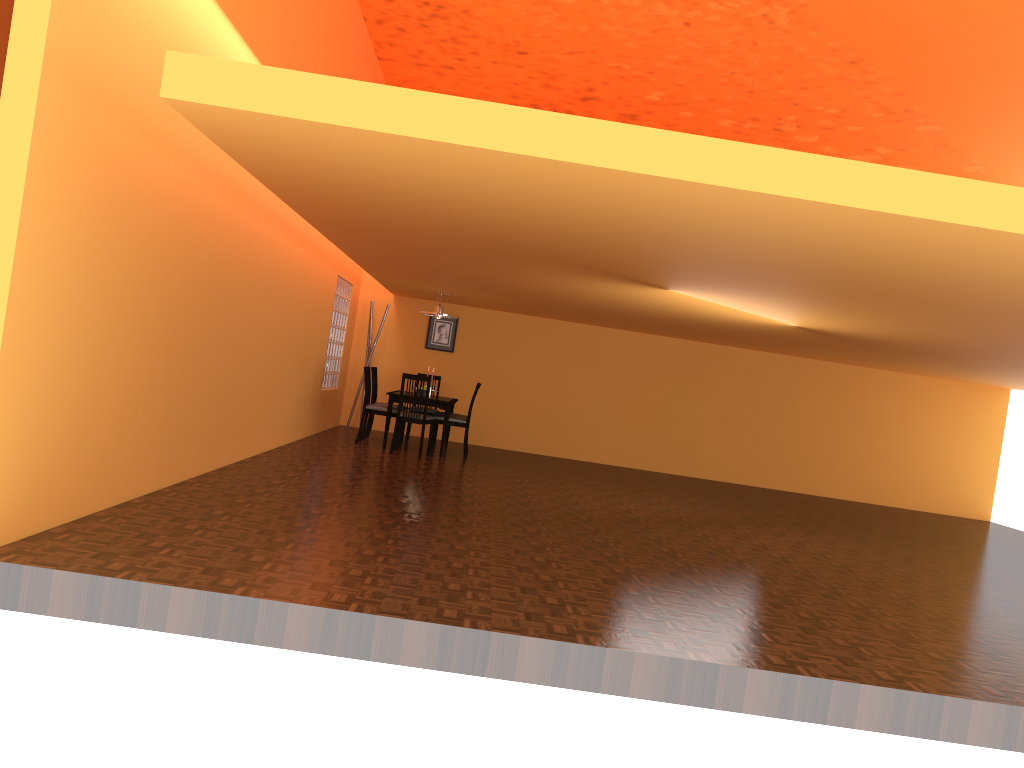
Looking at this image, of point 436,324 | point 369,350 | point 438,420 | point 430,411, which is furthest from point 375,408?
point 436,324

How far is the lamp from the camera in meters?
9.7 m

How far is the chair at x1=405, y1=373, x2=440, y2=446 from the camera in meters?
10.1 m

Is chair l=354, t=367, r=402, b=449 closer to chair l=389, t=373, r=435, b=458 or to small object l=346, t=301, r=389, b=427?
chair l=389, t=373, r=435, b=458

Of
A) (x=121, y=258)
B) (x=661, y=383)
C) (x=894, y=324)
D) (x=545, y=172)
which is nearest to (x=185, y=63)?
(x=121, y=258)

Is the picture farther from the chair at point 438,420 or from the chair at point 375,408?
the chair at point 438,420

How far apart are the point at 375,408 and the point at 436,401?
0.7m

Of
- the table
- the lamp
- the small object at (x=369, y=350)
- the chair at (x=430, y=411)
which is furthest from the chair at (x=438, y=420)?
the small object at (x=369, y=350)

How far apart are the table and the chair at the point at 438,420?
0.2 meters

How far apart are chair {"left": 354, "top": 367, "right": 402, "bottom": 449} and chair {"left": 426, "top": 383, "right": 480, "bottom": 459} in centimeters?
56cm
